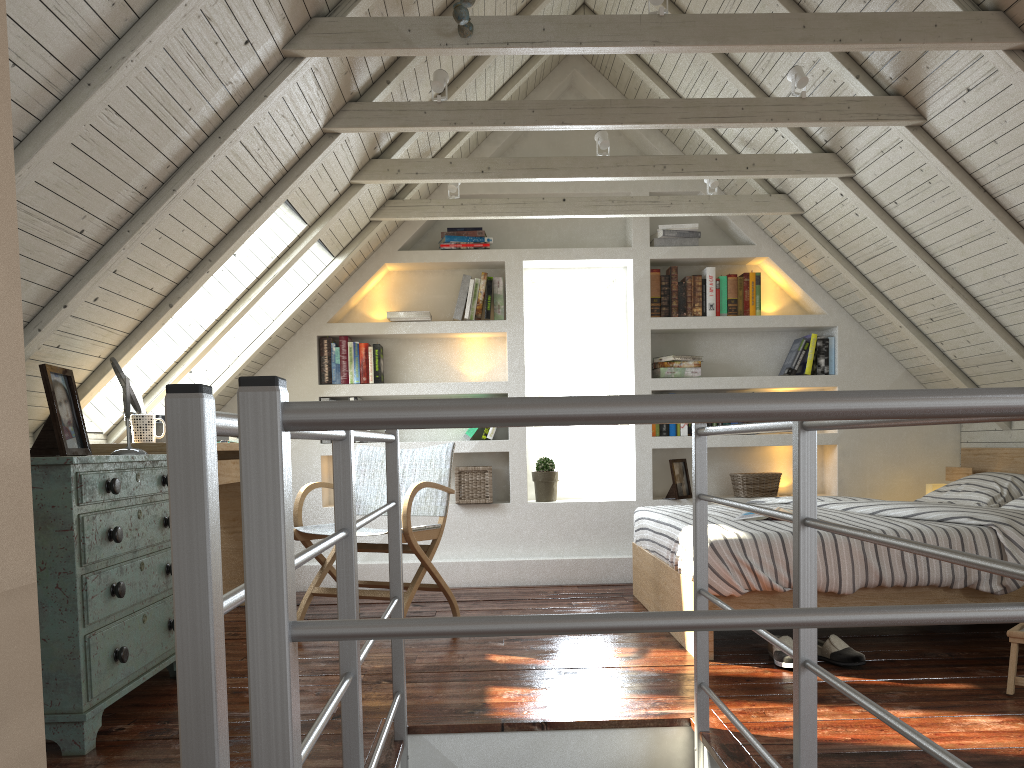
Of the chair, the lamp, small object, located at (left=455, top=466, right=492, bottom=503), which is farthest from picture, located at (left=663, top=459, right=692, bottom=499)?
the chair

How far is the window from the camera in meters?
5.2 m

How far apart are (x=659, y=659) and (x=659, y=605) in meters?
0.7 m

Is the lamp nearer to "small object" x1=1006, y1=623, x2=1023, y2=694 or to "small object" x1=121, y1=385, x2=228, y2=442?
"small object" x1=1006, y1=623, x2=1023, y2=694

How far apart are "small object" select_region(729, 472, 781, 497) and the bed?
0.5m

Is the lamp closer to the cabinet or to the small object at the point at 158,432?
the small object at the point at 158,432

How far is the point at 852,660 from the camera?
2.85m

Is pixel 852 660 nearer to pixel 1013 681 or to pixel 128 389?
pixel 1013 681

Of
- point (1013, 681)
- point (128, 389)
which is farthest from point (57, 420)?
point (1013, 681)

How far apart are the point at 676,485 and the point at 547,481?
0.70m
